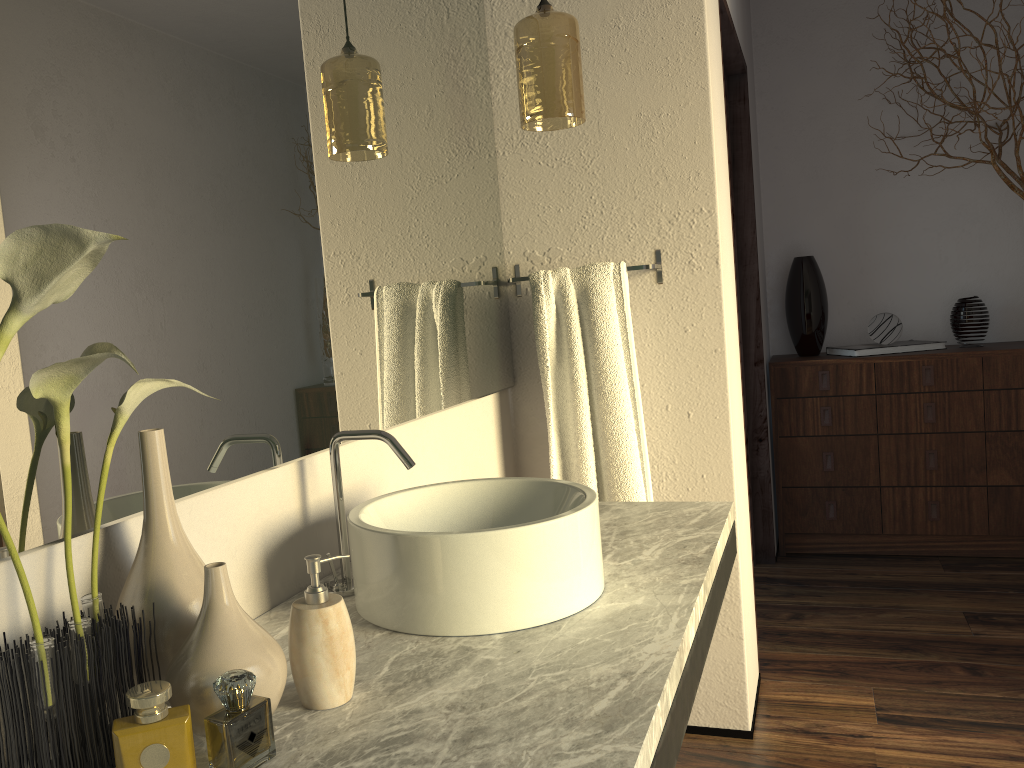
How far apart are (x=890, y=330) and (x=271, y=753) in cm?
377

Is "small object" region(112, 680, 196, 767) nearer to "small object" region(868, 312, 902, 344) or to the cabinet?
the cabinet

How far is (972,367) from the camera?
3.38m

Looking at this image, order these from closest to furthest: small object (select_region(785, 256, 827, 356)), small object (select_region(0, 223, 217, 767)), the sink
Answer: small object (select_region(0, 223, 217, 767))
the sink
small object (select_region(785, 256, 827, 356))

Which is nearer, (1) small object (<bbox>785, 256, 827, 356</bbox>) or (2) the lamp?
(2) the lamp

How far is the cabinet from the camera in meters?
3.4 m

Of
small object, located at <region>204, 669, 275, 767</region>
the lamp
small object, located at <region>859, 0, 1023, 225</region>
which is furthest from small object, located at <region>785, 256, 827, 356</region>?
small object, located at <region>204, 669, 275, 767</region>

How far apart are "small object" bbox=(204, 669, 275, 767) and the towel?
0.9m

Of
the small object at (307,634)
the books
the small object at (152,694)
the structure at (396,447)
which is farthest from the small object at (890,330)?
the small object at (152,694)

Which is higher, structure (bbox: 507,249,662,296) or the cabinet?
structure (bbox: 507,249,662,296)
